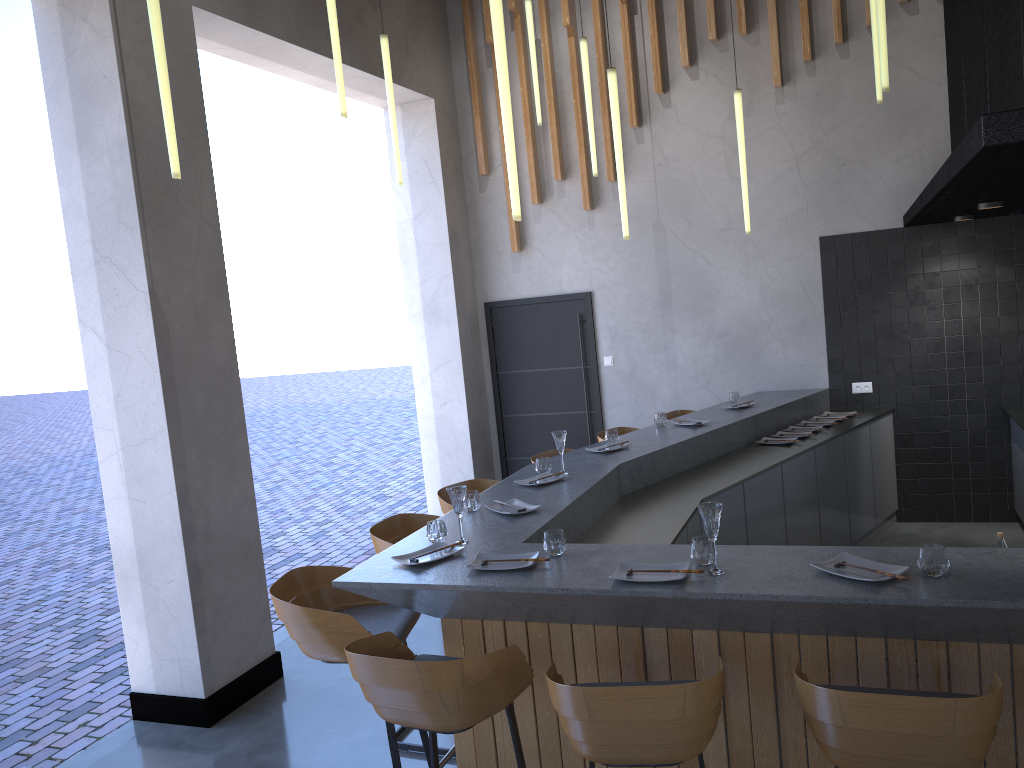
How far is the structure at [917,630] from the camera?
2.6m

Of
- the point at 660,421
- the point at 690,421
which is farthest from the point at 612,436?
the point at 690,421

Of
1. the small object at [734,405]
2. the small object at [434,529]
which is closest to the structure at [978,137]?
the small object at [734,405]

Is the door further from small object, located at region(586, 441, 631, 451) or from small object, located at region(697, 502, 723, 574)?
small object, located at region(697, 502, 723, 574)

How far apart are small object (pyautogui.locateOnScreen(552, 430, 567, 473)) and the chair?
0.6m

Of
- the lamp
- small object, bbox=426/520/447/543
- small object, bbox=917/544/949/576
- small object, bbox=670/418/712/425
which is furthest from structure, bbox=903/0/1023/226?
small object, bbox=426/520/447/543

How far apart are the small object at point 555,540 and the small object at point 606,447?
2.0m

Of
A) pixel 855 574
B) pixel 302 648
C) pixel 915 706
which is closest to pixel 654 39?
pixel 855 574

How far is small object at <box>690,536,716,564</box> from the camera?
2.95m

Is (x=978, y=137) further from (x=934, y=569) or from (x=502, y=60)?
(x=502, y=60)
